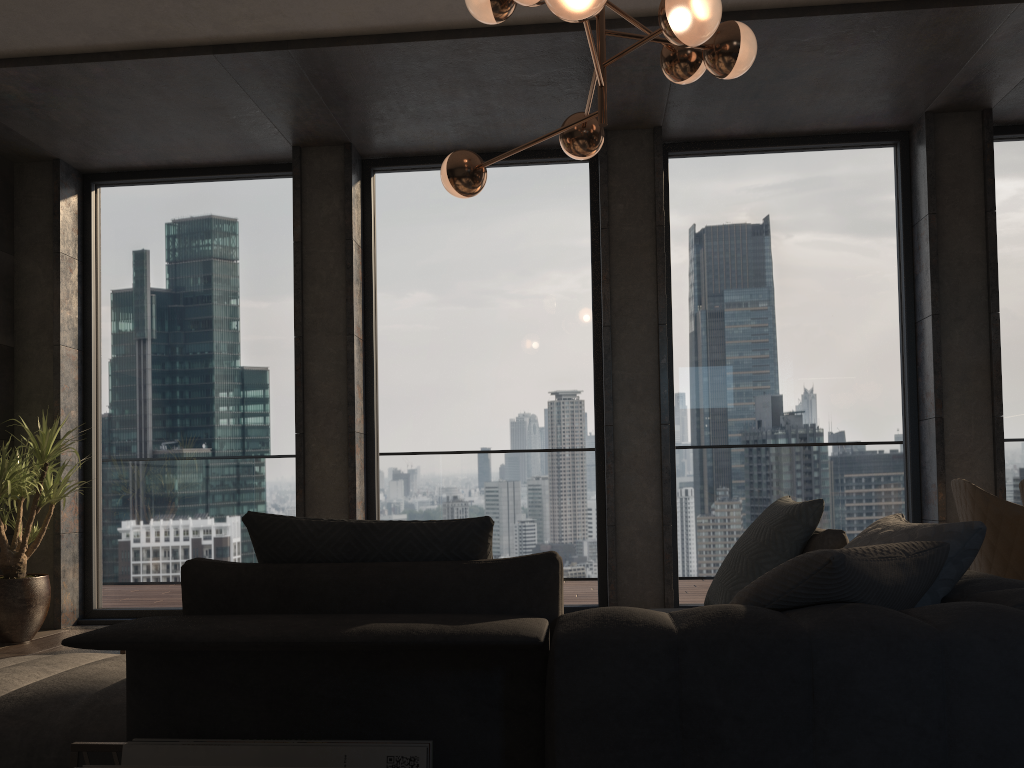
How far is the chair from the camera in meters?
3.3 m

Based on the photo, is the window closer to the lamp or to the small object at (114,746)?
the lamp

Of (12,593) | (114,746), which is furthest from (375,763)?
(12,593)

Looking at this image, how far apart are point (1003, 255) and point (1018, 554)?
2.90m

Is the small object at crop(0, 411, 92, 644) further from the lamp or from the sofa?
the lamp

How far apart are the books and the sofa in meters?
0.1 m

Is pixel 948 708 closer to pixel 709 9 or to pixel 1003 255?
pixel 709 9

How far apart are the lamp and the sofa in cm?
143

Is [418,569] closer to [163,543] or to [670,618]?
[670,618]

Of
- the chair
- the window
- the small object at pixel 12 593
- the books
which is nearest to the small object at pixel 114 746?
the books
